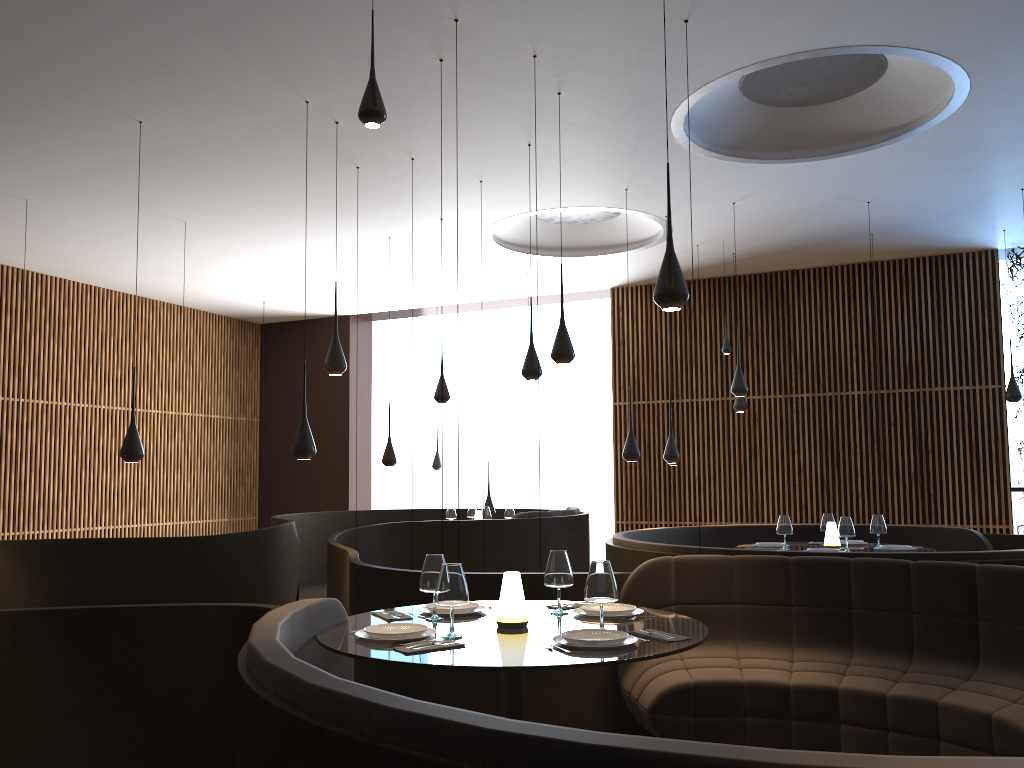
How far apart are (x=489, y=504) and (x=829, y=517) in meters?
5.6

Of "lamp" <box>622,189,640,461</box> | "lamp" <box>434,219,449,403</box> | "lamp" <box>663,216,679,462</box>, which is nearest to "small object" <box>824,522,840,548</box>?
"lamp" <box>622,189,640,461</box>

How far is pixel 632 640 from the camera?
3.4 meters

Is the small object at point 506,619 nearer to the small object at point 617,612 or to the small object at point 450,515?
the small object at point 617,612

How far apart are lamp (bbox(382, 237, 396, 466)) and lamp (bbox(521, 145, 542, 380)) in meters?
3.6 m

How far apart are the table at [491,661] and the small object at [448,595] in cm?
5

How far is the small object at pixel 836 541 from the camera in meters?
7.8 m

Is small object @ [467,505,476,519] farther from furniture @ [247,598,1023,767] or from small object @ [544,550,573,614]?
furniture @ [247,598,1023,767]

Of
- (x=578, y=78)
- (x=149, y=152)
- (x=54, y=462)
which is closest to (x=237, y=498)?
(x=54, y=462)

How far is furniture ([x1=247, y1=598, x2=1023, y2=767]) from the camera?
1.59m
